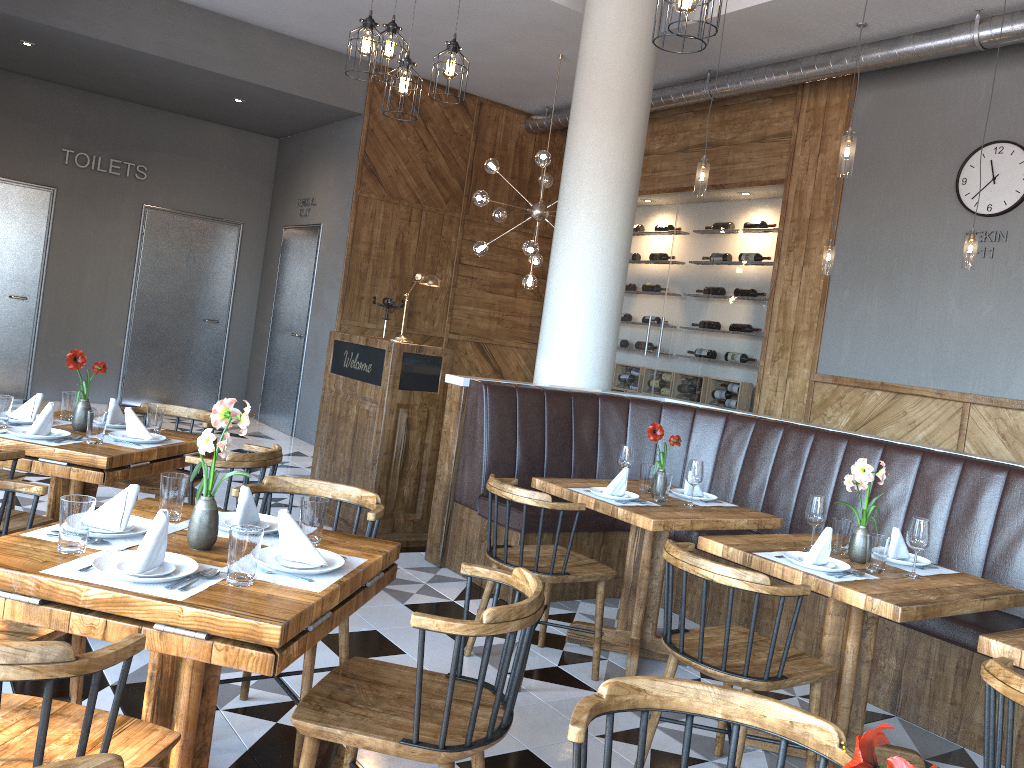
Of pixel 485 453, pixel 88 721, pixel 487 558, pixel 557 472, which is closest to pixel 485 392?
pixel 485 453

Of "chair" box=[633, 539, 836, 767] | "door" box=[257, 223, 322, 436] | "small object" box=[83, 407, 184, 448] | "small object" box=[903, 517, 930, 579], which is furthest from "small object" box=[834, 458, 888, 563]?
"door" box=[257, 223, 322, 436]

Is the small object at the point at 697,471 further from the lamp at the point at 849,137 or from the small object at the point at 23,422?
the small object at the point at 23,422

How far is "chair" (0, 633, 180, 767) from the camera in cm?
148

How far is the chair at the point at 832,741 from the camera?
1.6 meters

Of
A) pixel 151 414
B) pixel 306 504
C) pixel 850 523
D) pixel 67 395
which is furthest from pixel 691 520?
pixel 67 395

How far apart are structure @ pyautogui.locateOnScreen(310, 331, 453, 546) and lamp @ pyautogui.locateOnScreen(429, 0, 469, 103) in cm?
175

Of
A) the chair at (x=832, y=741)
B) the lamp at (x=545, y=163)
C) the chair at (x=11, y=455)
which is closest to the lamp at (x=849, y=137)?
the lamp at (x=545, y=163)

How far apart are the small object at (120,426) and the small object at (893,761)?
3.9m

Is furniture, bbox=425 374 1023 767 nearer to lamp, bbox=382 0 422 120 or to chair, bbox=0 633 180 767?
lamp, bbox=382 0 422 120
